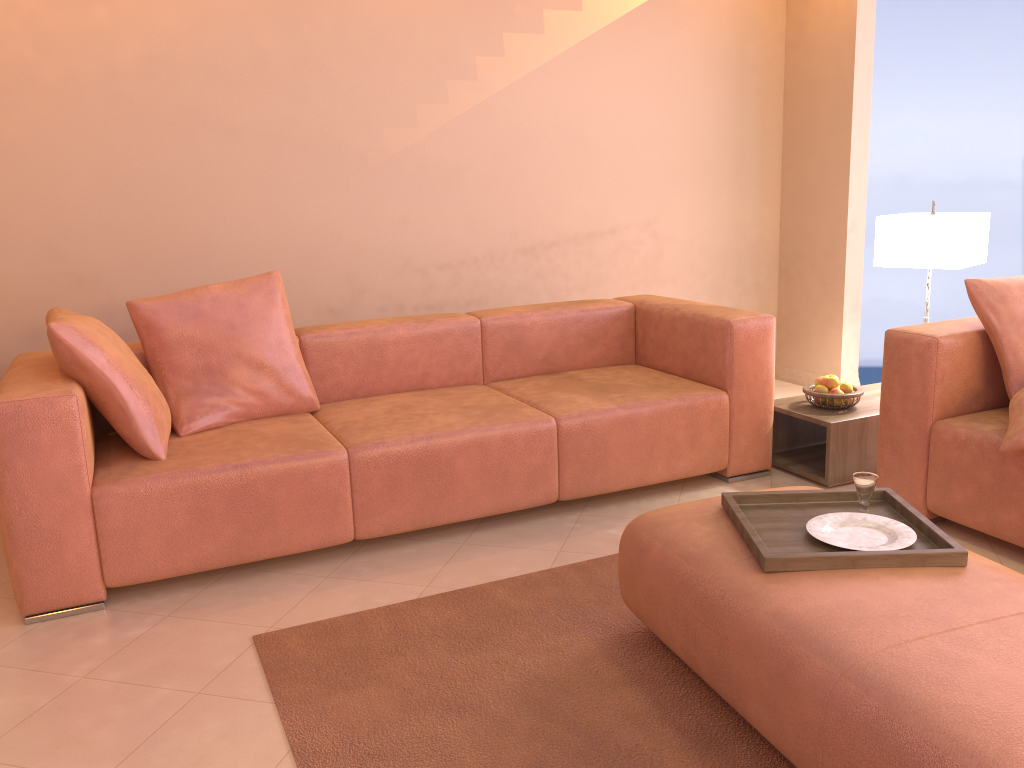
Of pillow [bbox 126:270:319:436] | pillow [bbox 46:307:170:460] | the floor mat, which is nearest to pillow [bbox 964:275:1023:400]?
the floor mat

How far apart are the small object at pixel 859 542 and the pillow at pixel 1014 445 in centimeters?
74cm

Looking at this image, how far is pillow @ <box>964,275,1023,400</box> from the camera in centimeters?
285cm

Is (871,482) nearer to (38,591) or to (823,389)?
(823,389)

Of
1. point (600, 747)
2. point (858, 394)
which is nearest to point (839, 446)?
point (858, 394)

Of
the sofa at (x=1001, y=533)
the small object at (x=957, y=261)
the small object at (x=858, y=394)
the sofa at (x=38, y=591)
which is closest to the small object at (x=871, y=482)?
the sofa at (x=1001, y=533)

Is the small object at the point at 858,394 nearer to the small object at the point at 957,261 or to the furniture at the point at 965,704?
the small object at the point at 957,261

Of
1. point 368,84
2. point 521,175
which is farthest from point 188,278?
point 521,175

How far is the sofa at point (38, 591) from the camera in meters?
2.5

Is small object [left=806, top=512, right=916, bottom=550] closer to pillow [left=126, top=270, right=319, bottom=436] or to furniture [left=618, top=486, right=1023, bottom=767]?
furniture [left=618, top=486, right=1023, bottom=767]
